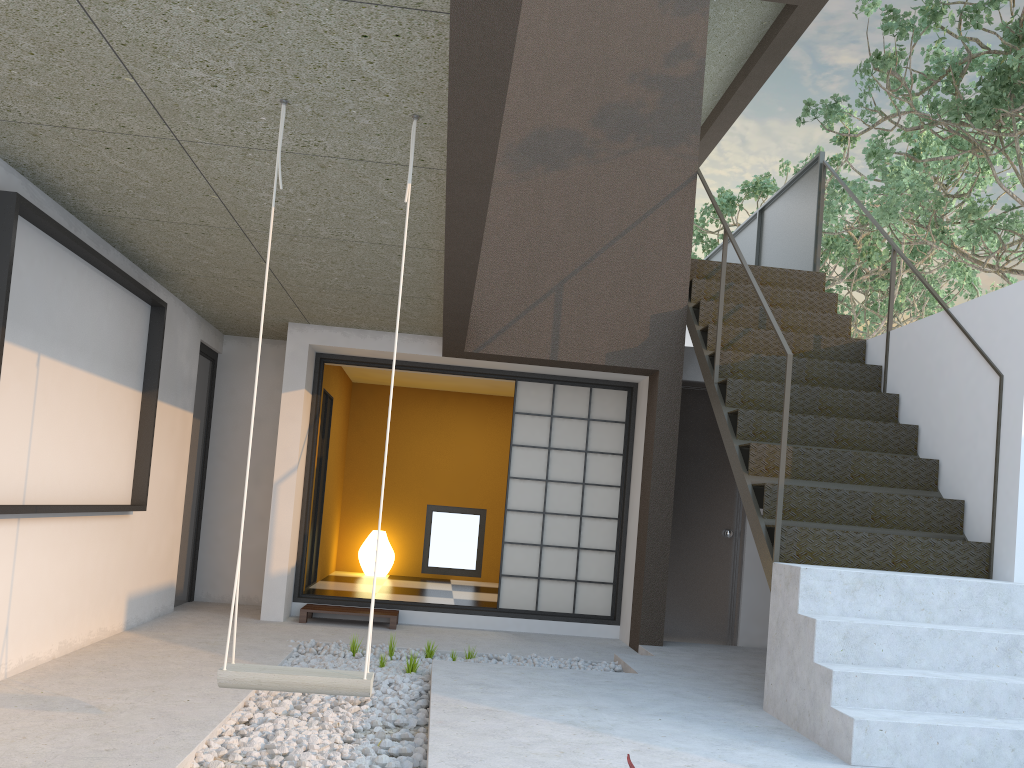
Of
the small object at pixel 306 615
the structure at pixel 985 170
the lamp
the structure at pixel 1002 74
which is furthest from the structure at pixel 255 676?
the structure at pixel 985 170

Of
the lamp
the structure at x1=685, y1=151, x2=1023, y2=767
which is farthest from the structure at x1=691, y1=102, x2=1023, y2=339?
the lamp

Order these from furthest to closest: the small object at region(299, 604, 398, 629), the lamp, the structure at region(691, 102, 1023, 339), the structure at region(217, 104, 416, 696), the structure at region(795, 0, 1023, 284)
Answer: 1. the structure at region(691, 102, 1023, 339)
2. the lamp
3. the structure at region(795, 0, 1023, 284)
4. the small object at region(299, 604, 398, 629)
5. the structure at region(217, 104, 416, 696)

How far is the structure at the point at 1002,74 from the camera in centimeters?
652cm

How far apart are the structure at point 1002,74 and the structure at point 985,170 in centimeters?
67cm

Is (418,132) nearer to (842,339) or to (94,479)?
(94,479)

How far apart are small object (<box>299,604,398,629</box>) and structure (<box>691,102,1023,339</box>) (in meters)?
6.84

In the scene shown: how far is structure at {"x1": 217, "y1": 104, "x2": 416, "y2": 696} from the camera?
2.6 meters

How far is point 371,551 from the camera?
9.10m

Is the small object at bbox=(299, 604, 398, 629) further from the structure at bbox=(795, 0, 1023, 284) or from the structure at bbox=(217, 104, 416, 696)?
the structure at bbox=(795, 0, 1023, 284)
